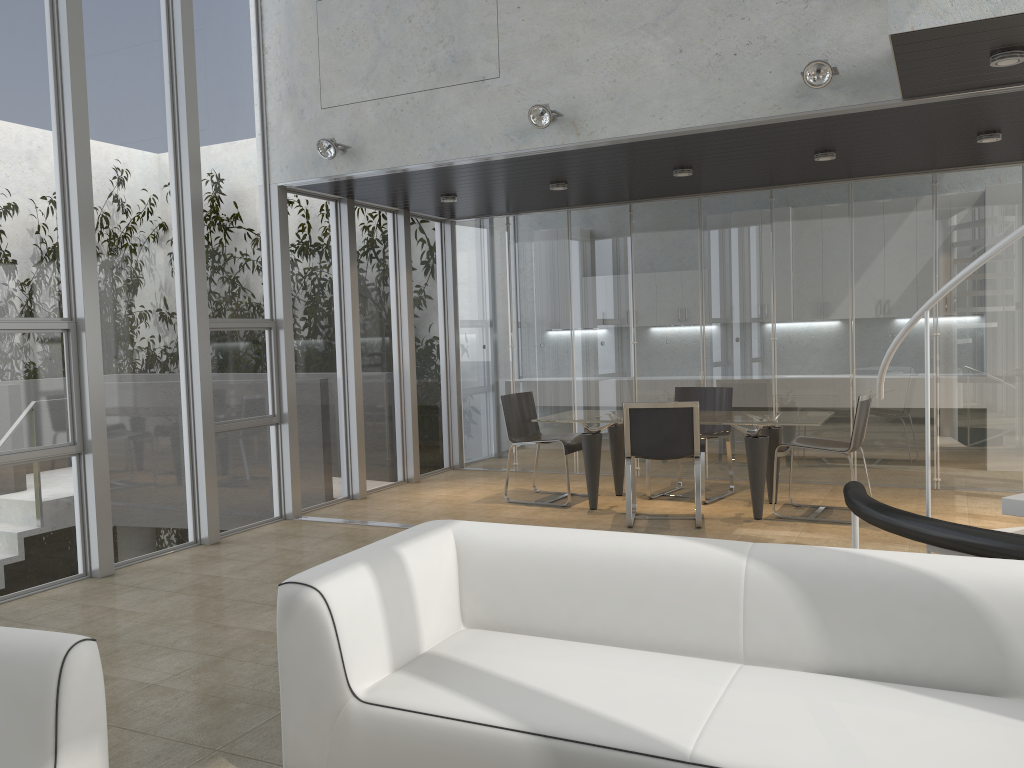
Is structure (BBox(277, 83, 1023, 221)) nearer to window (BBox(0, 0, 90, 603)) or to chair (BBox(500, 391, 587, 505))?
chair (BBox(500, 391, 587, 505))

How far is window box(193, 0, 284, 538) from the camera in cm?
658

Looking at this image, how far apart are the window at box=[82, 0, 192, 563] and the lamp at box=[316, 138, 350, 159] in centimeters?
104cm

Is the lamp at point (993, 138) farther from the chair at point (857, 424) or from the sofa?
the sofa

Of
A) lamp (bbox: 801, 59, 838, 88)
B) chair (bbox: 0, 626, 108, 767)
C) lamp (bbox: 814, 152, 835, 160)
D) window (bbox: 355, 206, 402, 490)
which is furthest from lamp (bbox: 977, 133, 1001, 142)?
chair (bbox: 0, 626, 108, 767)

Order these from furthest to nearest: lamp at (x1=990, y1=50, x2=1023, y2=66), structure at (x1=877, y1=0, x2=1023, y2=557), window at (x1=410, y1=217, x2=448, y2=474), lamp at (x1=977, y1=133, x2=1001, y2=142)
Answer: window at (x1=410, y1=217, x2=448, y2=474) < lamp at (x1=977, y1=133, x2=1001, y2=142) < lamp at (x1=990, y1=50, x2=1023, y2=66) < structure at (x1=877, y1=0, x2=1023, y2=557)

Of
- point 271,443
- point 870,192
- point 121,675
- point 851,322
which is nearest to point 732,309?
point 851,322

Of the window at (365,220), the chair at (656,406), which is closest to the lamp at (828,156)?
the chair at (656,406)

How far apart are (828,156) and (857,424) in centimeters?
197cm

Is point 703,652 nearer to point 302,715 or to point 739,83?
point 302,715
